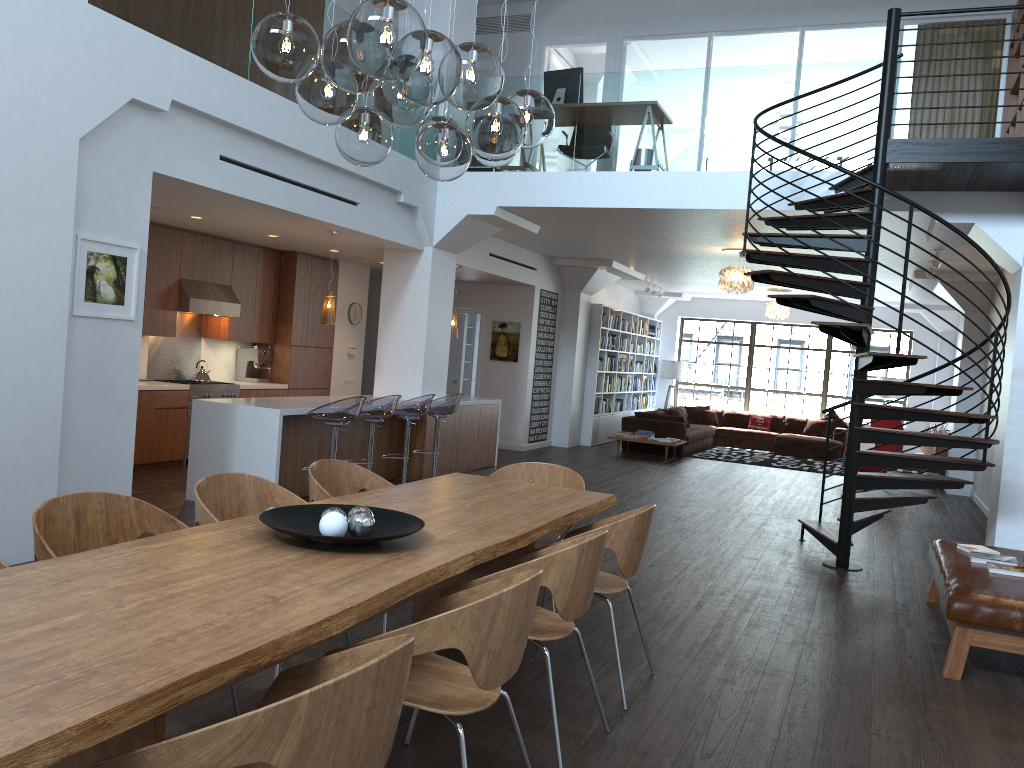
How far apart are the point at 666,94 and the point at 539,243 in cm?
375

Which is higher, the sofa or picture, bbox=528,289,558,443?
picture, bbox=528,289,558,443

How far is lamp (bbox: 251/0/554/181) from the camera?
2.55m

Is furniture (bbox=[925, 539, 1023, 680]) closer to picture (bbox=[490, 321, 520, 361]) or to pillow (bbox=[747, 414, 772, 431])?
picture (bbox=[490, 321, 520, 361])

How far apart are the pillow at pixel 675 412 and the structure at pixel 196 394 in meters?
8.9

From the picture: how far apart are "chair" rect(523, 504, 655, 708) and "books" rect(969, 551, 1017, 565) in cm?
239

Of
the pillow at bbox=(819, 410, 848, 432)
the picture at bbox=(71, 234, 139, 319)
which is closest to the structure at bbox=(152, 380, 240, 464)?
the picture at bbox=(71, 234, 139, 319)

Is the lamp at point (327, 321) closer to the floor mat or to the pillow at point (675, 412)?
the floor mat

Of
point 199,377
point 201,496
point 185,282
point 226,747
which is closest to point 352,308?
point 199,377

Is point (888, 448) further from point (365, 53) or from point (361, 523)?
point (365, 53)
